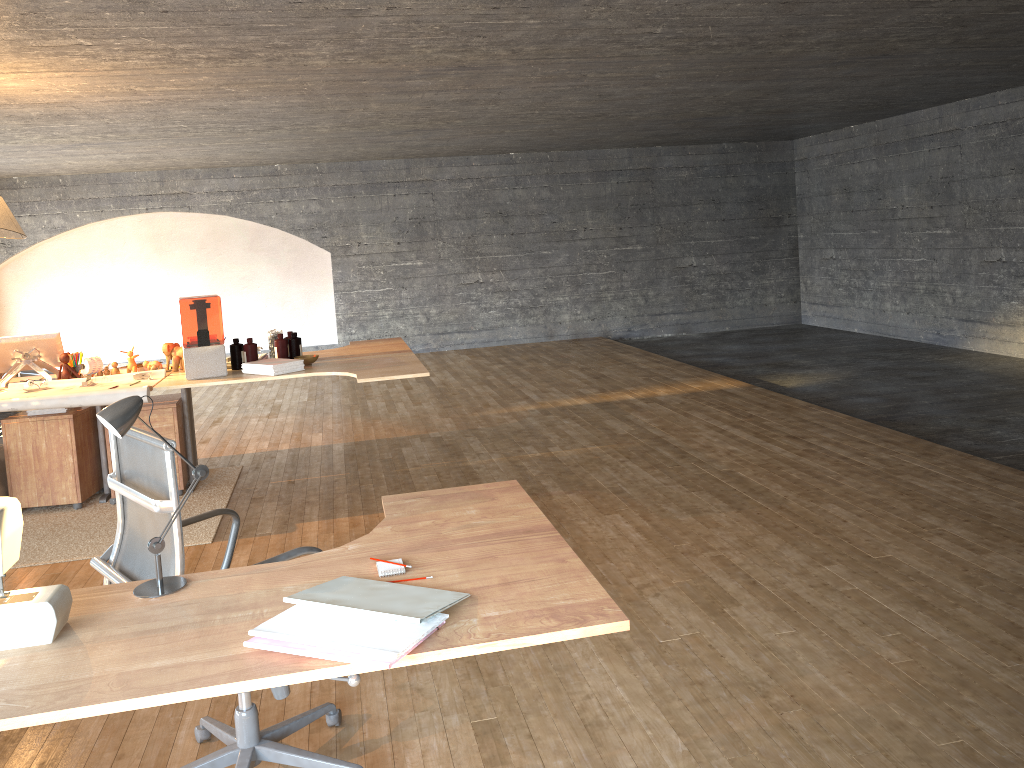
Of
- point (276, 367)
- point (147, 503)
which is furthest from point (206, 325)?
point (147, 503)

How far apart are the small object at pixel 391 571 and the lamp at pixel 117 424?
0.4m

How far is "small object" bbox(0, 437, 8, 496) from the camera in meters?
5.1 m

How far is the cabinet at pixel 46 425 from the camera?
5.11m

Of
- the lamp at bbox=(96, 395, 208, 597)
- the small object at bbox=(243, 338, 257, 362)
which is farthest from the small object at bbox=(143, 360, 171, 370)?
the lamp at bbox=(96, 395, 208, 597)

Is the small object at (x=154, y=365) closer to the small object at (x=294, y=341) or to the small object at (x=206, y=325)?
the small object at (x=206, y=325)

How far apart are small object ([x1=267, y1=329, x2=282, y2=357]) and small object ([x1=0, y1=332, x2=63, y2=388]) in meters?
1.2

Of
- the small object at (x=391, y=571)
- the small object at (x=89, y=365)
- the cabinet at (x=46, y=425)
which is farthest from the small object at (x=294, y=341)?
the small object at (x=391, y=571)

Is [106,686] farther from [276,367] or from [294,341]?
[294,341]

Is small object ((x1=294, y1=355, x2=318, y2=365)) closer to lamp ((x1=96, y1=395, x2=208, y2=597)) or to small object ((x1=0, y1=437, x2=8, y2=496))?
small object ((x1=0, y1=437, x2=8, y2=496))
